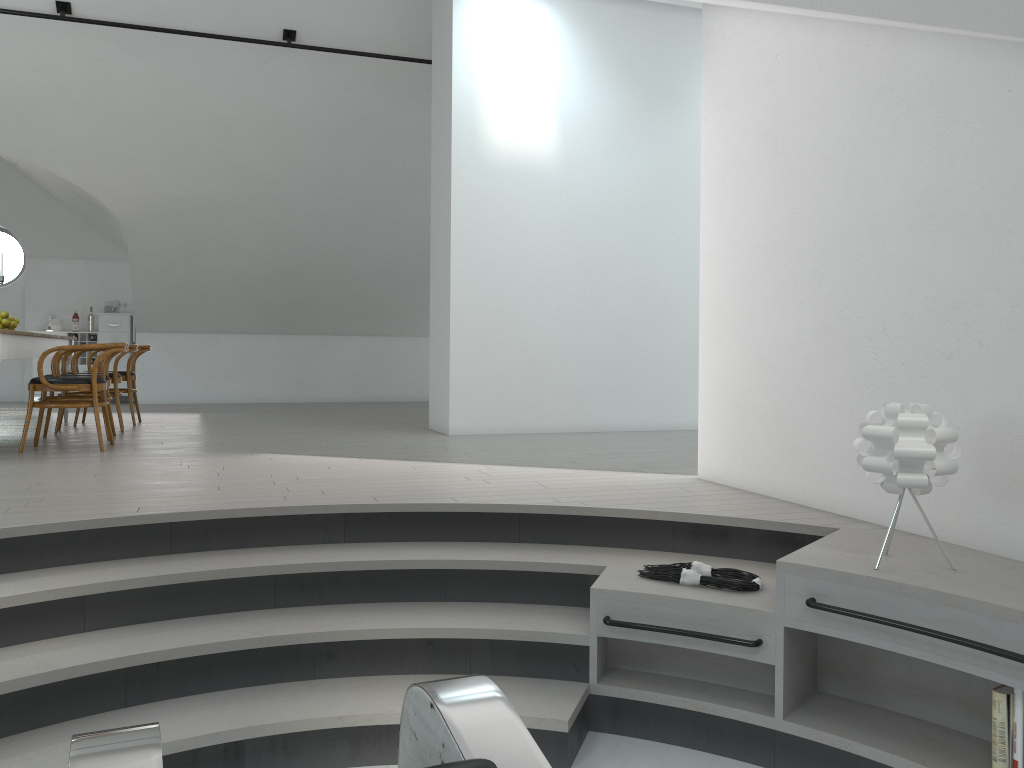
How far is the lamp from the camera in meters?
2.7

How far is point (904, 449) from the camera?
2.74m

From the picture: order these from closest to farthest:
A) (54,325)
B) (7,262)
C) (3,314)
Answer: (3,314)
(54,325)
(7,262)

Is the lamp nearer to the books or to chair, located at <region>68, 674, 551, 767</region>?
the books

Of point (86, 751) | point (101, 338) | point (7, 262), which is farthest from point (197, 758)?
point (7, 262)

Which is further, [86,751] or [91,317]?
[91,317]

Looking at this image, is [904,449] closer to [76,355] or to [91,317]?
[76,355]

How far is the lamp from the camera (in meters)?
2.74

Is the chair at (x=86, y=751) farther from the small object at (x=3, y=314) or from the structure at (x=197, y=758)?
the small object at (x=3, y=314)

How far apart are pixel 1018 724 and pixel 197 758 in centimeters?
242cm
